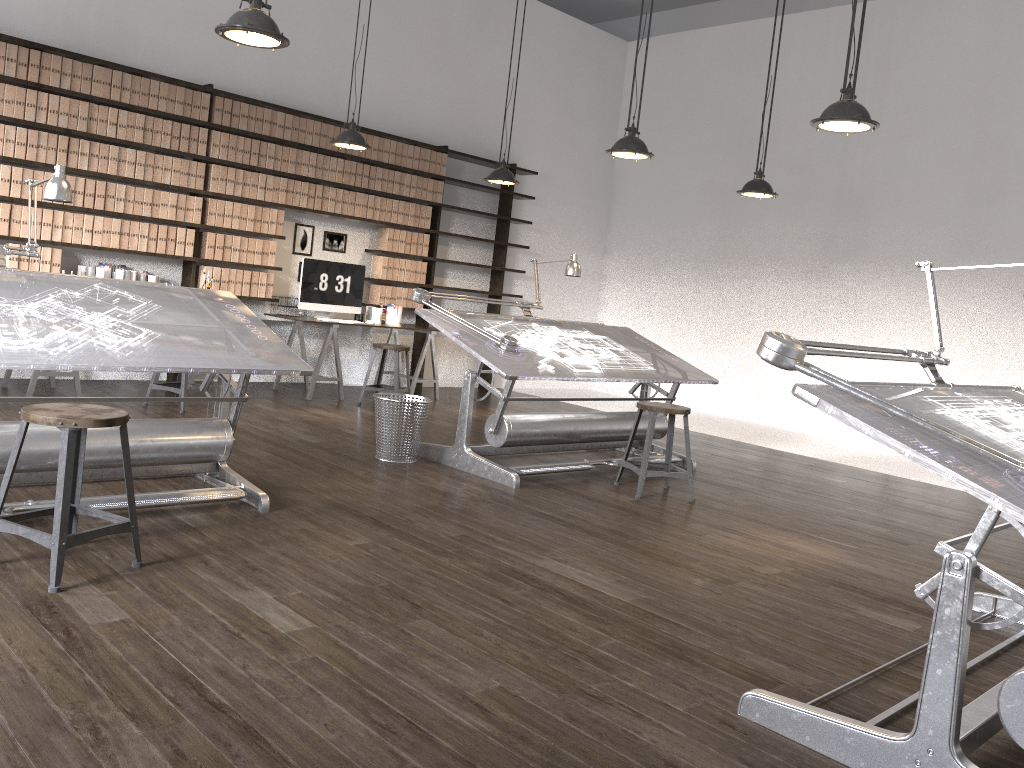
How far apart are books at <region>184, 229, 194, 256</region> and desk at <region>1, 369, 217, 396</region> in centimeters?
109cm

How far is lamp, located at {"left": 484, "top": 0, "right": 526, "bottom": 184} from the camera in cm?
745

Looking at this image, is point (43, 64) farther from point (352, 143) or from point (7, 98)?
point (352, 143)

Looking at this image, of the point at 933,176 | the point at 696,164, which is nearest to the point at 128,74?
the point at 696,164

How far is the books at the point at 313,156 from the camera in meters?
7.7

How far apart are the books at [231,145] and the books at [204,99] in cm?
27

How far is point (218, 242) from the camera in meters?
7.3 m

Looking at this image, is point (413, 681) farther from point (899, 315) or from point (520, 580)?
point (899, 315)

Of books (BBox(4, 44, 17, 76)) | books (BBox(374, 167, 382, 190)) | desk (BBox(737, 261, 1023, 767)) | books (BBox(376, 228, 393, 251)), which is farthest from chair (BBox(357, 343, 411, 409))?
desk (BBox(737, 261, 1023, 767))

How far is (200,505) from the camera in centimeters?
385cm
